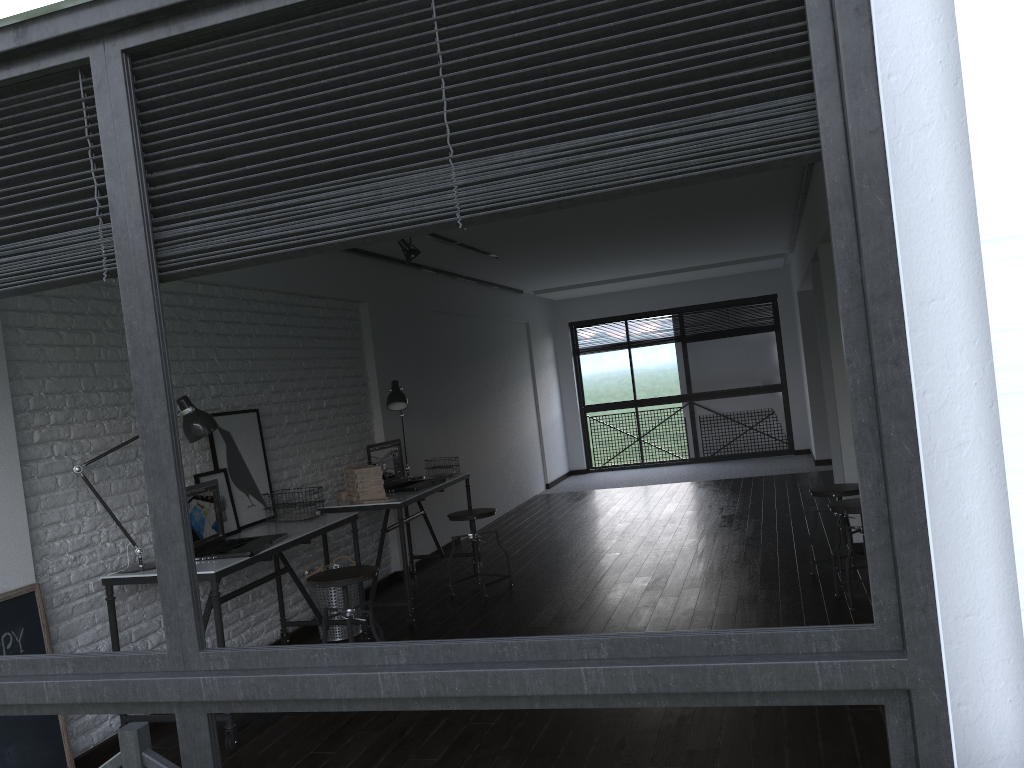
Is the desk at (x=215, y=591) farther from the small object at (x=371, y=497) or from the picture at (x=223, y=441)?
the small object at (x=371, y=497)

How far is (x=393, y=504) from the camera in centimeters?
507cm

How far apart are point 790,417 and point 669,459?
1.65m

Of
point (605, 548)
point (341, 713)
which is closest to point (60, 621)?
point (341, 713)

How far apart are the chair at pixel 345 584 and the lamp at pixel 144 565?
0.7 meters

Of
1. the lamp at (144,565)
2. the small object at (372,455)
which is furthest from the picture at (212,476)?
the small object at (372,455)

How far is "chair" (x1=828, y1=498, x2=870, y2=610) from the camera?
4.4 meters

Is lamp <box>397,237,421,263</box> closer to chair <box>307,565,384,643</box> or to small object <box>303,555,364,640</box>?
small object <box>303,555,364,640</box>

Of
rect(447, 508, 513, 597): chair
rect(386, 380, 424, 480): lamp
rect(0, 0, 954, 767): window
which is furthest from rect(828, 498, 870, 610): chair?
rect(0, 0, 954, 767): window

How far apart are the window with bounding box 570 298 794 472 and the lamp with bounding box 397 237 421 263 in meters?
6.6 m
